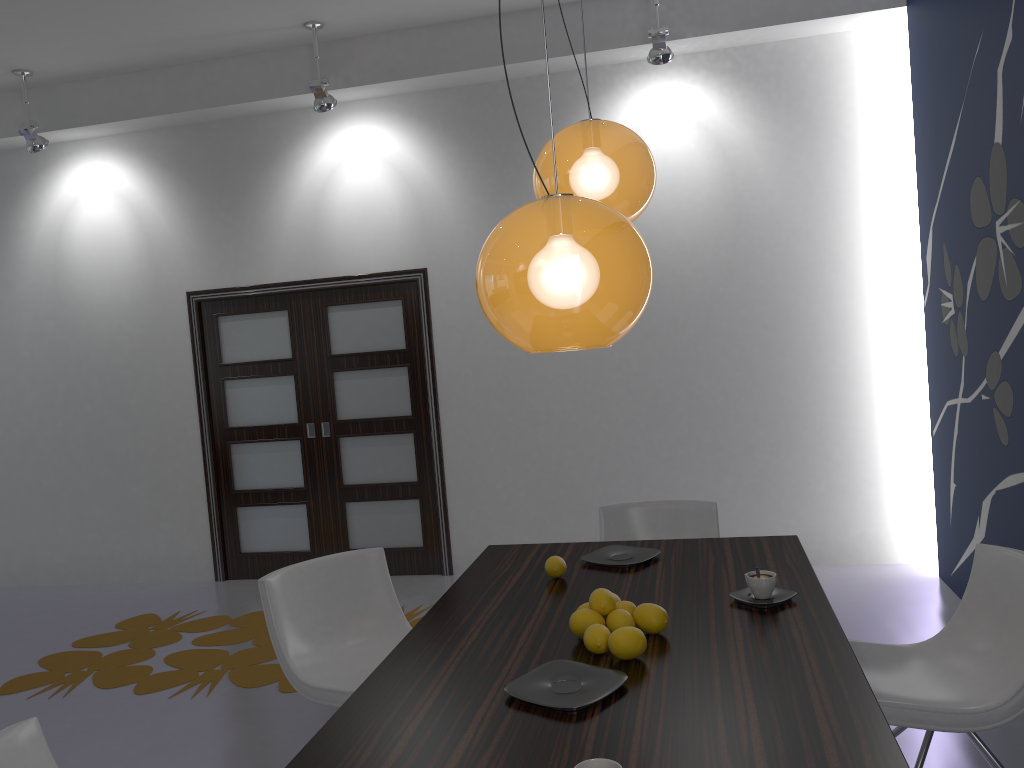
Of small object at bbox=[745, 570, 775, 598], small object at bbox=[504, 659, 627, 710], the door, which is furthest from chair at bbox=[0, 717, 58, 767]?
the door

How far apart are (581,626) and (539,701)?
0.4m

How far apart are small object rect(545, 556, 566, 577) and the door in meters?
3.1

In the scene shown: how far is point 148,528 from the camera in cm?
640

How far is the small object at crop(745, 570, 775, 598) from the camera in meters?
2.4 m

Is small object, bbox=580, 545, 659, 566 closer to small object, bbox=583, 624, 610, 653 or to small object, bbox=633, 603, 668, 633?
small object, bbox=633, 603, 668, 633

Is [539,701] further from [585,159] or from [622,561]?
[585,159]

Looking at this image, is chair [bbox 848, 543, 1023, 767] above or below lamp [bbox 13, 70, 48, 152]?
below

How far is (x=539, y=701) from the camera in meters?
1.9

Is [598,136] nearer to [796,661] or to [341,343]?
[796,661]
